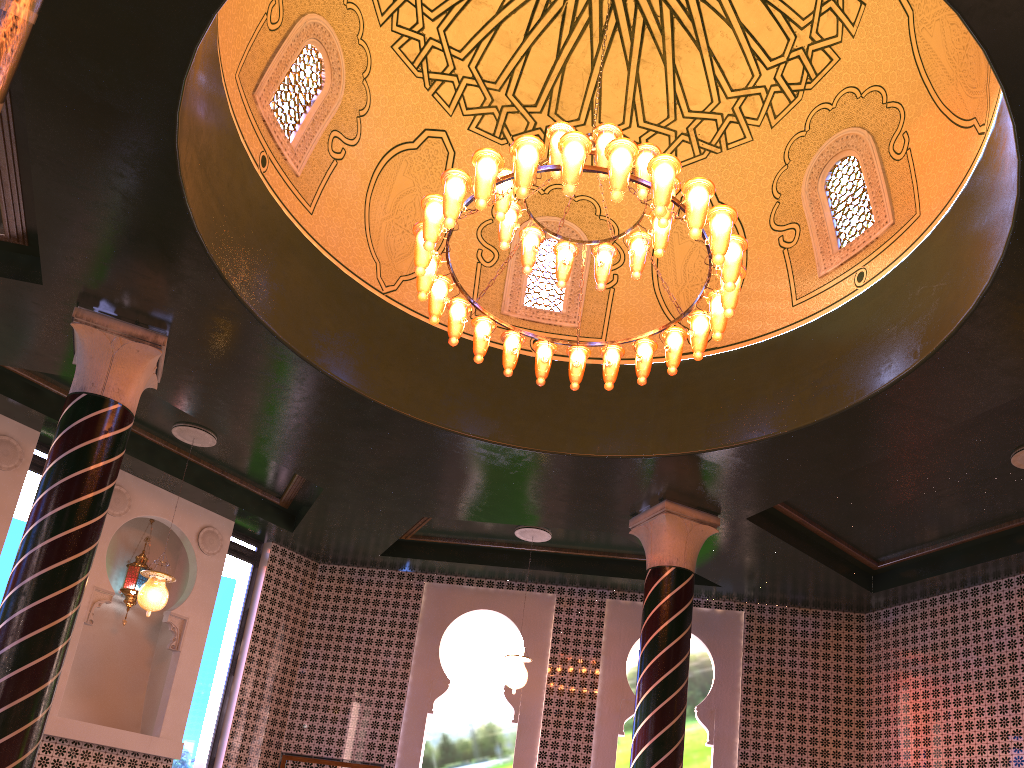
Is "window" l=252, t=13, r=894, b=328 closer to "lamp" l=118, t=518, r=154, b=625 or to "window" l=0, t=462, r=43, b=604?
"window" l=0, t=462, r=43, b=604

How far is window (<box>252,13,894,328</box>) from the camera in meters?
8.0 m

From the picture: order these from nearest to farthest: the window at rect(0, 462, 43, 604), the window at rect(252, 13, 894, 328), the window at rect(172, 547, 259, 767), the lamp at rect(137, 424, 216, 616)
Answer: the window at rect(252, 13, 894, 328), the lamp at rect(137, 424, 216, 616), the window at rect(0, 462, 43, 604), the window at rect(172, 547, 259, 767)

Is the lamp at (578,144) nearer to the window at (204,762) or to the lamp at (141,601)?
the lamp at (141,601)

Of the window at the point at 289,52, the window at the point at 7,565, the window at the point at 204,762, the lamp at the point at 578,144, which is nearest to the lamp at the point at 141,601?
the window at the point at 7,565

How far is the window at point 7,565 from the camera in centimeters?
1000cm

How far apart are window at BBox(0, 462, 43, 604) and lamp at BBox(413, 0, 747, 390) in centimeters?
635cm

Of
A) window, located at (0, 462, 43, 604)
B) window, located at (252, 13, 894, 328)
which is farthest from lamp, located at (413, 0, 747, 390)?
window, located at (0, 462, 43, 604)

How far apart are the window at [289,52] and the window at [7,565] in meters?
5.2 m

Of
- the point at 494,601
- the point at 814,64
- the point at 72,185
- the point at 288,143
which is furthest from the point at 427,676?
the point at 814,64
